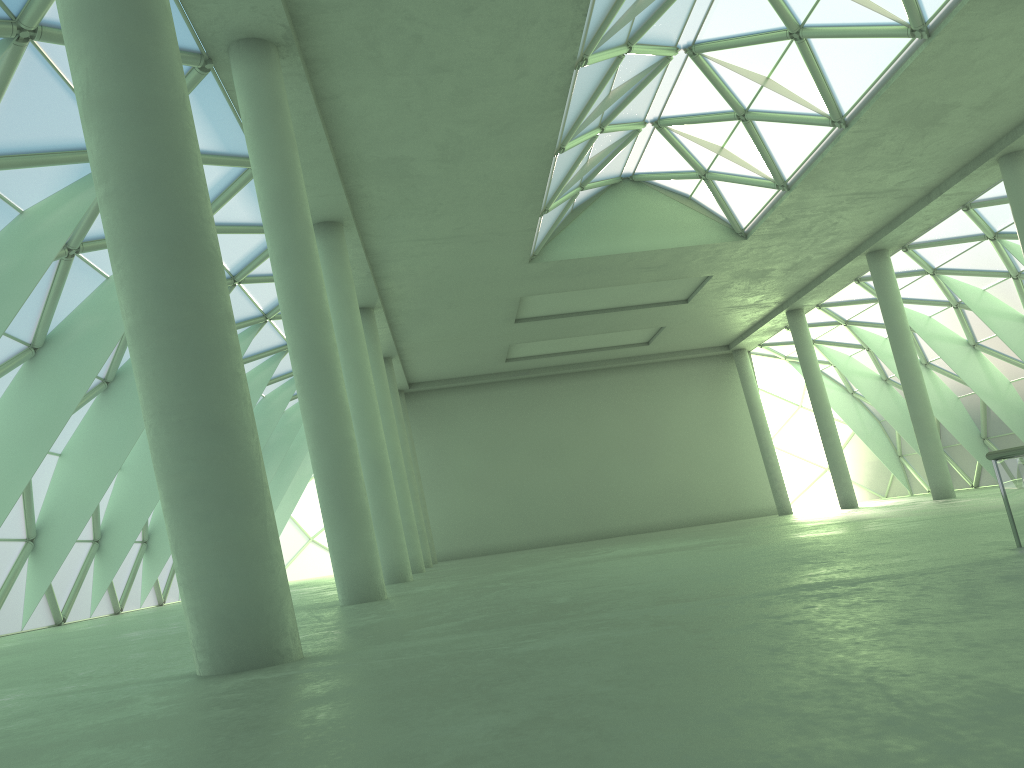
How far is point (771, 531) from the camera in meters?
26.9

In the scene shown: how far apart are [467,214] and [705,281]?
19.22m
